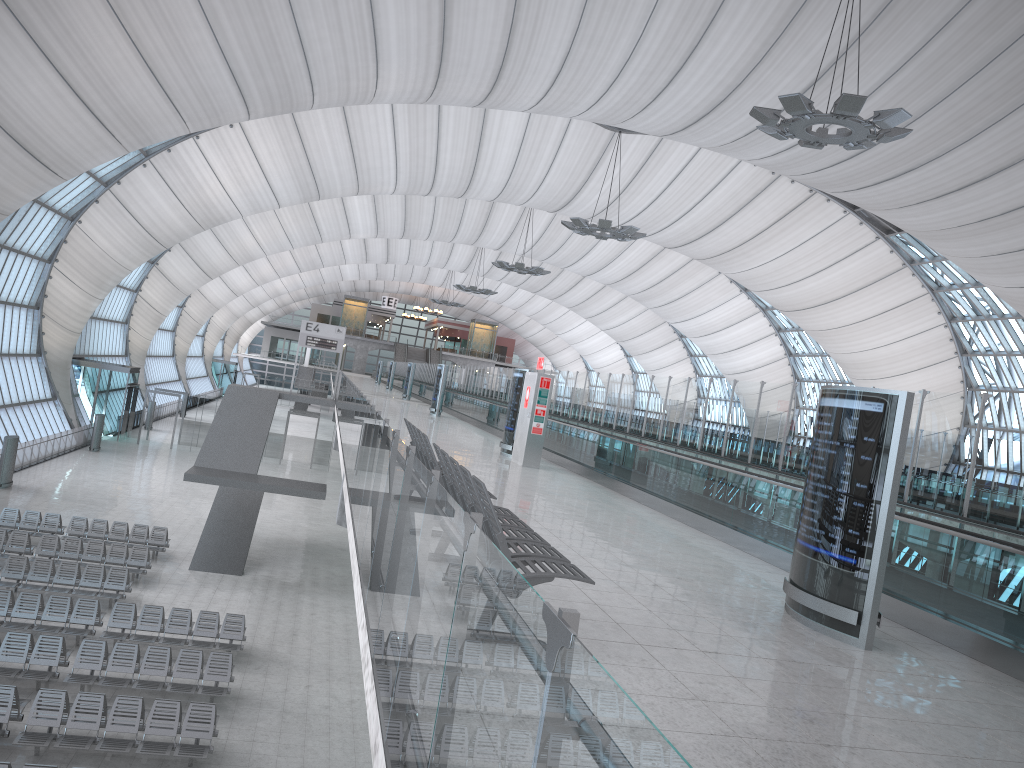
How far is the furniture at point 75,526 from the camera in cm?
2458

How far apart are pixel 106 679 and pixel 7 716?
2.3m

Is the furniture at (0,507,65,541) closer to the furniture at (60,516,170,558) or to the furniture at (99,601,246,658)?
the furniture at (60,516,170,558)

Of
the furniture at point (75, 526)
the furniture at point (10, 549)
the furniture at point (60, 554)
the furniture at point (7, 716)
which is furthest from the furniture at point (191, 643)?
the furniture at point (75, 526)

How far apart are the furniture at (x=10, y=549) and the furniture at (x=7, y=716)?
9.34m

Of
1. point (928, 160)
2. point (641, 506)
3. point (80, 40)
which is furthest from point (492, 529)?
point (928, 160)

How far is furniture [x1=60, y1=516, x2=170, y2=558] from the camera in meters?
24.6 m

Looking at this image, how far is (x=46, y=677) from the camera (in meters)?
14.71

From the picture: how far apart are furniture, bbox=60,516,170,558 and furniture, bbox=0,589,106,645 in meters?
6.3 m

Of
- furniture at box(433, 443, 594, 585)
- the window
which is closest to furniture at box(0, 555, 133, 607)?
furniture at box(433, 443, 594, 585)
